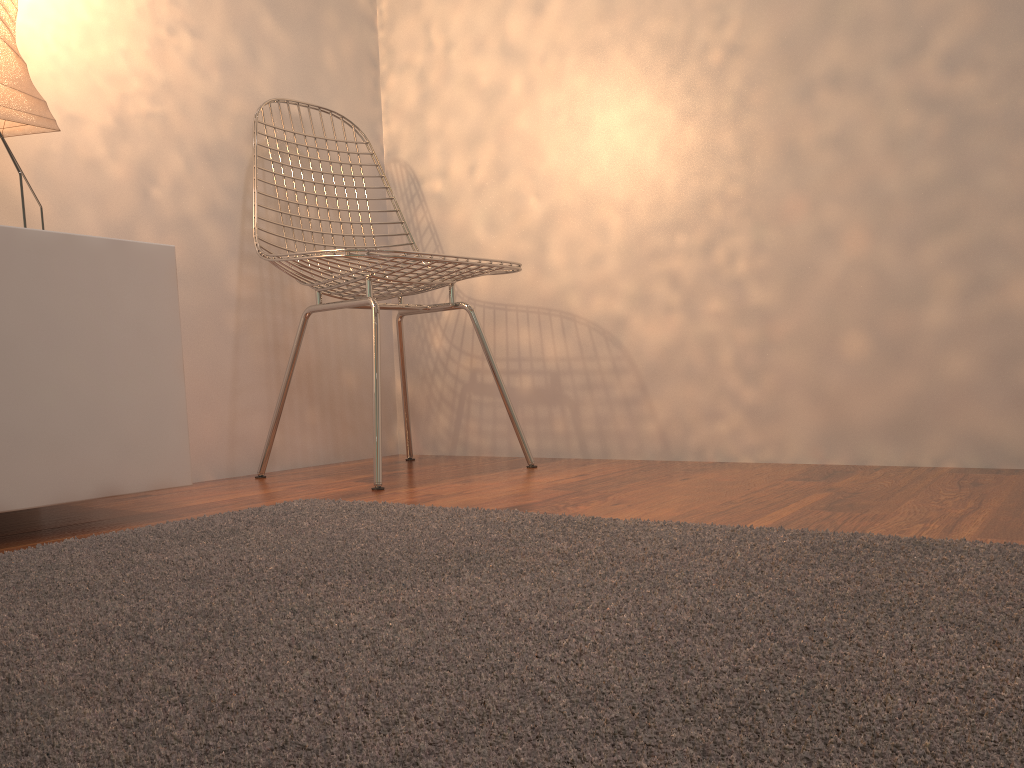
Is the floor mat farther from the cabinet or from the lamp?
the lamp

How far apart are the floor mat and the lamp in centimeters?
73cm

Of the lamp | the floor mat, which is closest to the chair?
the floor mat

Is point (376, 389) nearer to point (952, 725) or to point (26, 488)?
point (26, 488)

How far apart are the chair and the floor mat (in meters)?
0.31

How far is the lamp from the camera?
1.40m

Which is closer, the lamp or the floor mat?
the floor mat

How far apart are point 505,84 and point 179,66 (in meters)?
0.81

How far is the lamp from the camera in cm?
140

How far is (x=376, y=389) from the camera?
1.8 meters
